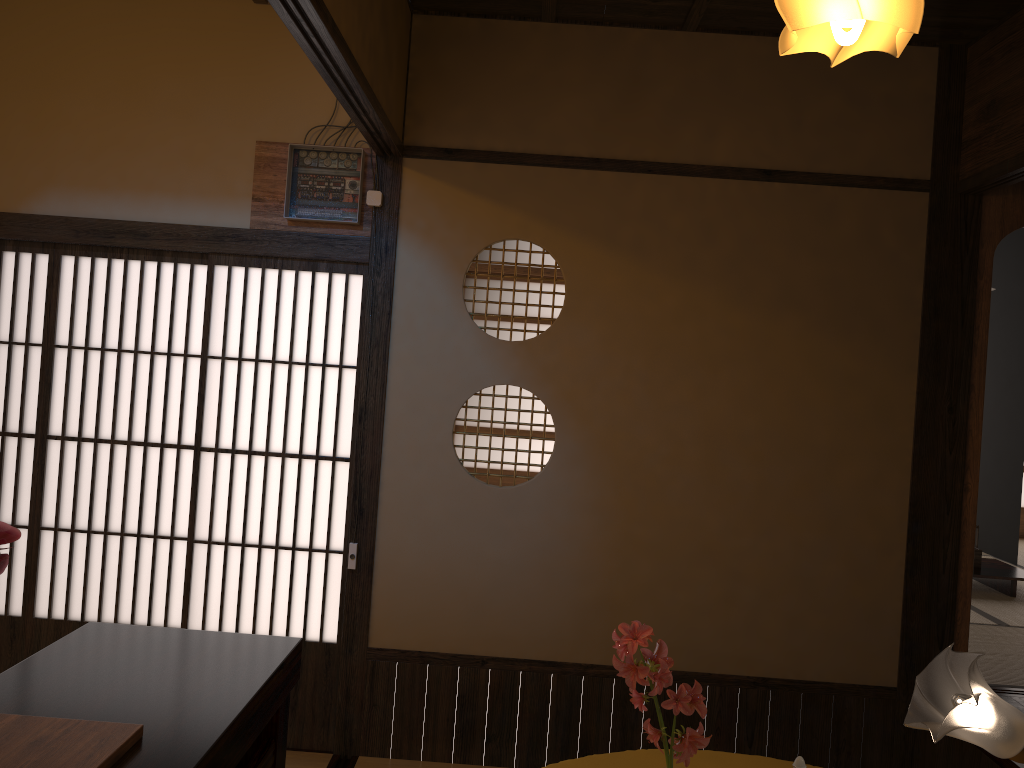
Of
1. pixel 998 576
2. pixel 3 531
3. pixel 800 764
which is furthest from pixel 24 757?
pixel 998 576

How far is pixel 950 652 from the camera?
2.0 meters

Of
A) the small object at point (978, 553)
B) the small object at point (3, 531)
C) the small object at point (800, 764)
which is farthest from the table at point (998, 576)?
the small object at point (3, 531)

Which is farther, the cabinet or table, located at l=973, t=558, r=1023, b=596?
table, located at l=973, t=558, r=1023, b=596

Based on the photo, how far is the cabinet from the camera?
1.5 meters

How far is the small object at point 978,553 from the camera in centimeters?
563cm

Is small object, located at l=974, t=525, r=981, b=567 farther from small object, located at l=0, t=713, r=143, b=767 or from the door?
small object, located at l=0, t=713, r=143, b=767

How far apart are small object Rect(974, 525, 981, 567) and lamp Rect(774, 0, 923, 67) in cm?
317

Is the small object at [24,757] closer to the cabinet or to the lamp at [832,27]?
the cabinet

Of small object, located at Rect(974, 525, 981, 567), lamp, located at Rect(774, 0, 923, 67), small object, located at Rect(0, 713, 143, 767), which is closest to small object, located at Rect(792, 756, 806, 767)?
small object, located at Rect(0, 713, 143, 767)
